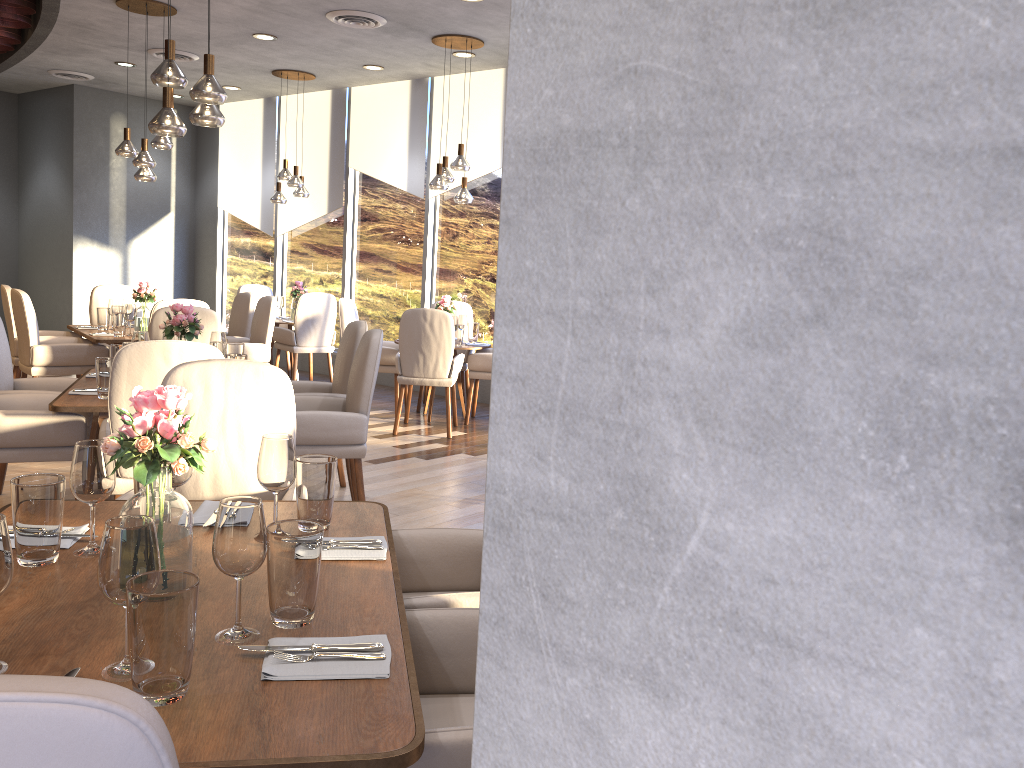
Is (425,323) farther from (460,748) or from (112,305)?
(460,748)

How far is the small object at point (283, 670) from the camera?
1.4m

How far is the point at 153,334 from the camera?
5.3 meters

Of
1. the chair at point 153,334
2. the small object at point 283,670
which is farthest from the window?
A: the small object at point 283,670

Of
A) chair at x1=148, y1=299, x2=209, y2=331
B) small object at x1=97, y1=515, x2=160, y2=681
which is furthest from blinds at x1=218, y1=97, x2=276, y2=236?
small object at x1=97, y1=515, x2=160, y2=681

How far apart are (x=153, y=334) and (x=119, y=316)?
1.48m

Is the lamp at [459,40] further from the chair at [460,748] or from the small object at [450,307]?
the chair at [460,748]

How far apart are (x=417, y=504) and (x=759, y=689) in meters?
4.5 m

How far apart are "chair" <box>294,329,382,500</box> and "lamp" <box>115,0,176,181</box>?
3.30m

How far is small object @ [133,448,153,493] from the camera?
2.14m
